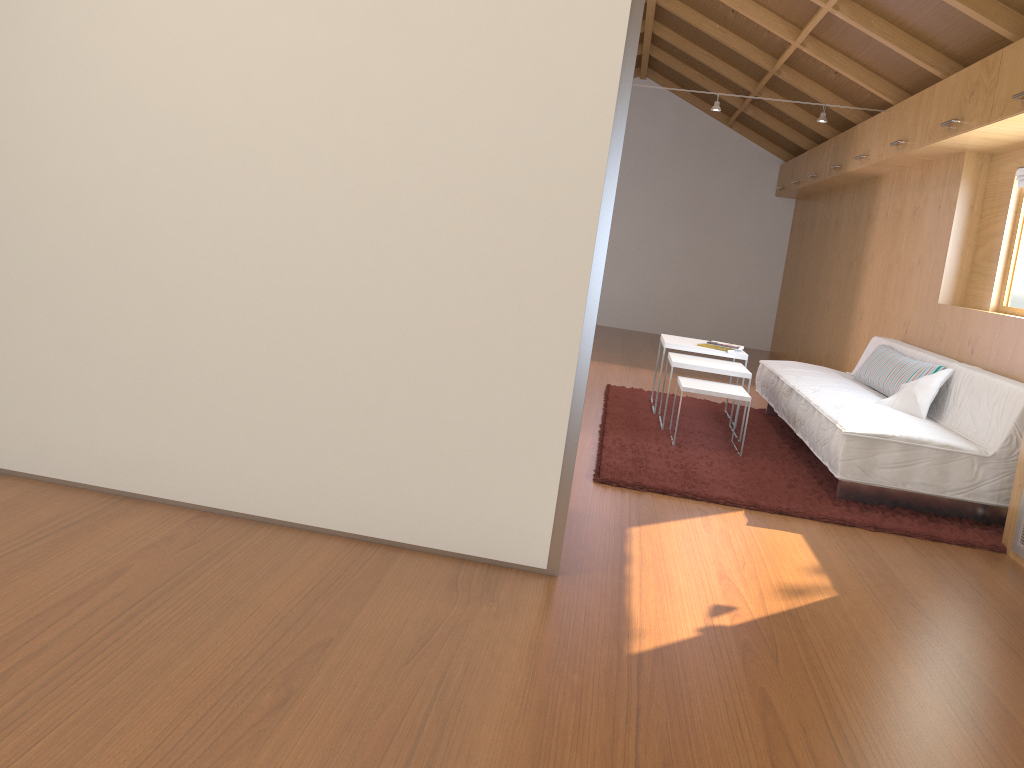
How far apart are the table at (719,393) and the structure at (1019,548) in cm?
135

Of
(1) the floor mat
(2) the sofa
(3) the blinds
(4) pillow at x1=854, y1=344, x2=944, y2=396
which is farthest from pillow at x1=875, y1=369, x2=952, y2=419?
(3) the blinds

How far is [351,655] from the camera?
1.99m

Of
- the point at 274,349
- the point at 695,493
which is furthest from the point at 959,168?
the point at 274,349

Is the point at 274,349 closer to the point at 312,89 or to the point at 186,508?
the point at 186,508

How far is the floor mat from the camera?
3.6 meters

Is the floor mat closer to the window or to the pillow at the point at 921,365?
the pillow at the point at 921,365

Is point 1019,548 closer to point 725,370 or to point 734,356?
point 725,370

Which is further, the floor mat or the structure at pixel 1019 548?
the floor mat

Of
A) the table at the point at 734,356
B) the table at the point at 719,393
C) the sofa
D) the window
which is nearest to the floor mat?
the sofa
